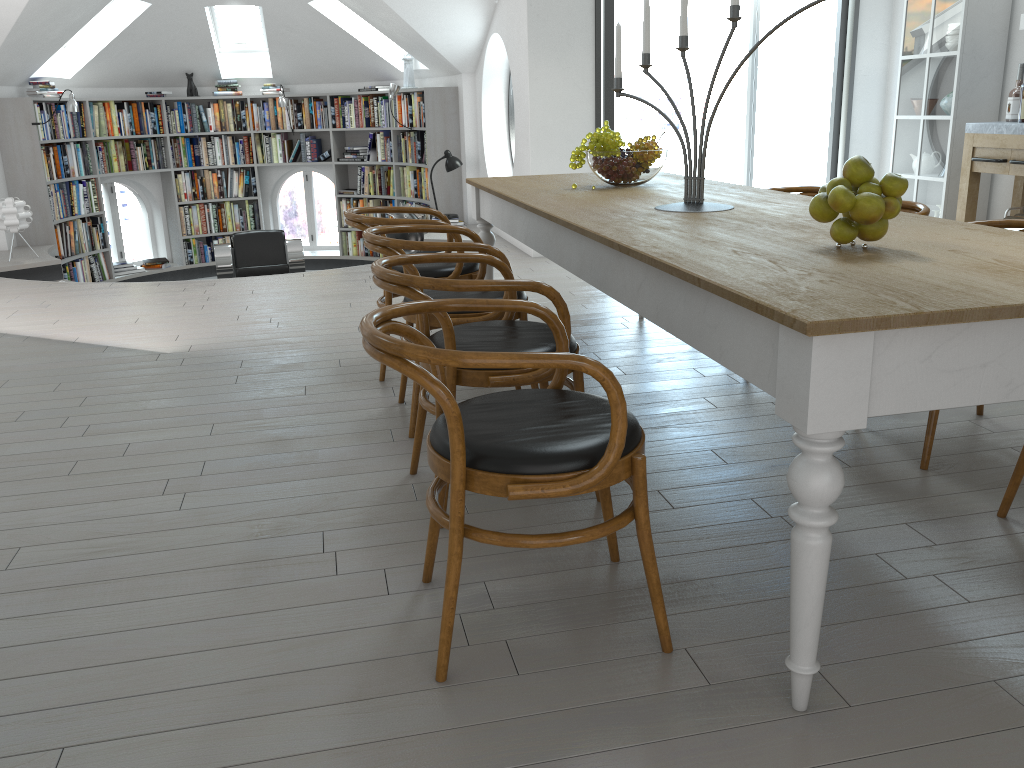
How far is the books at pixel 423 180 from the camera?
9.5 meters

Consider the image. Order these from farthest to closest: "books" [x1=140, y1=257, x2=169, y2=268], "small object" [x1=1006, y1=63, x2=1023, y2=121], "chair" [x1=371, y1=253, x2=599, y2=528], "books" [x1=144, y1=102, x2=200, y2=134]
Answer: "books" [x1=140, y1=257, x2=169, y2=268], "books" [x1=144, y1=102, x2=200, y2=134], "small object" [x1=1006, y1=63, x2=1023, y2=121], "chair" [x1=371, y1=253, x2=599, y2=528]

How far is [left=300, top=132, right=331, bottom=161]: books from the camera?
10.3 meters

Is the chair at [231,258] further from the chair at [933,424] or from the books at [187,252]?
the chair at [933,424]

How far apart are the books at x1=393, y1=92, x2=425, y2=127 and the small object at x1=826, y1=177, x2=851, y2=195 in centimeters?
767cm

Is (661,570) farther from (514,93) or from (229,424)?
(514,93)

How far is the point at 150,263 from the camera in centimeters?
1004cm

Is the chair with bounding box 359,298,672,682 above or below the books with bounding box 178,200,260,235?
above

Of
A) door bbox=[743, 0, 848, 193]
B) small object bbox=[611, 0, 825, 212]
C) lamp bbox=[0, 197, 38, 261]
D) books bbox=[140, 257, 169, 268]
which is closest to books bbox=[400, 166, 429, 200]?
books bbox=[140, 257, 169, 268]

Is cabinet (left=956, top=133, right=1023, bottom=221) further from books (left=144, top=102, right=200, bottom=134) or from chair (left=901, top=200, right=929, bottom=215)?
books (left=144, top=102, right=200, bottom=134)
